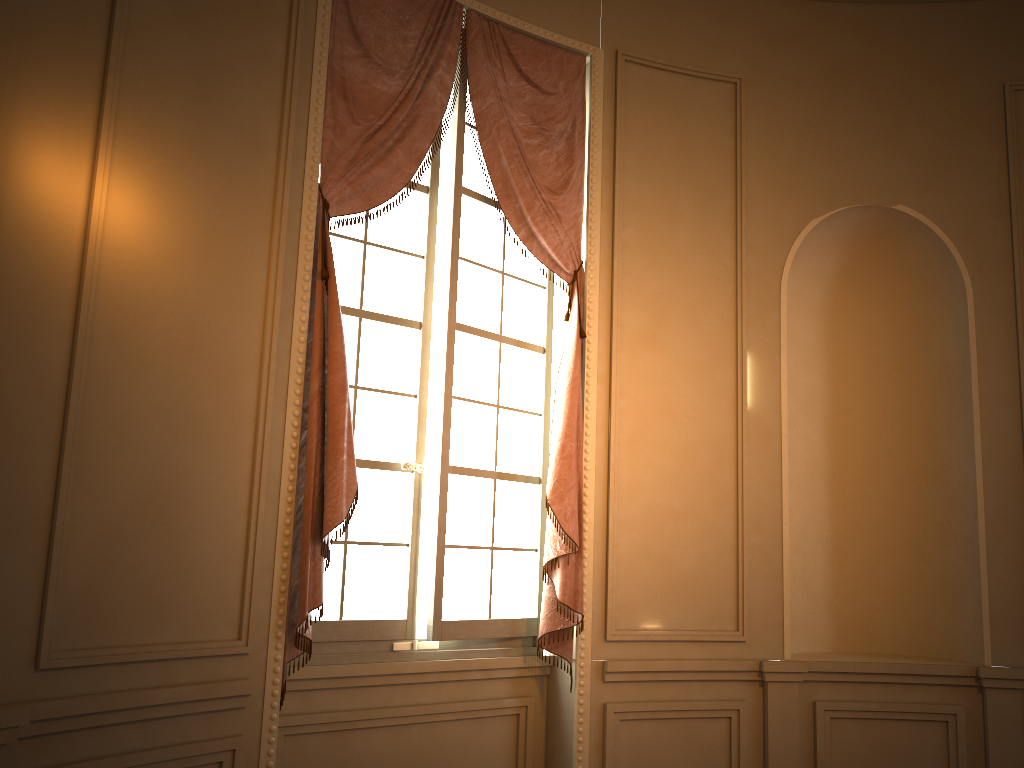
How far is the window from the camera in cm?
360

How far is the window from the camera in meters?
3.6 m

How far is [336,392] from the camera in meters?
3.2 m

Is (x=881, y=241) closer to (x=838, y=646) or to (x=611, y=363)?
(x=611, y=363)

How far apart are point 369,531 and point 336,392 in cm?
70

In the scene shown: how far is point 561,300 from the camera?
4.3m

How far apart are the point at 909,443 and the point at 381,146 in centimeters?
Result: 305cm

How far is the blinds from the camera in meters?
3.2 m

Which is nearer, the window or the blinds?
the blinds

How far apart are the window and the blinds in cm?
6
